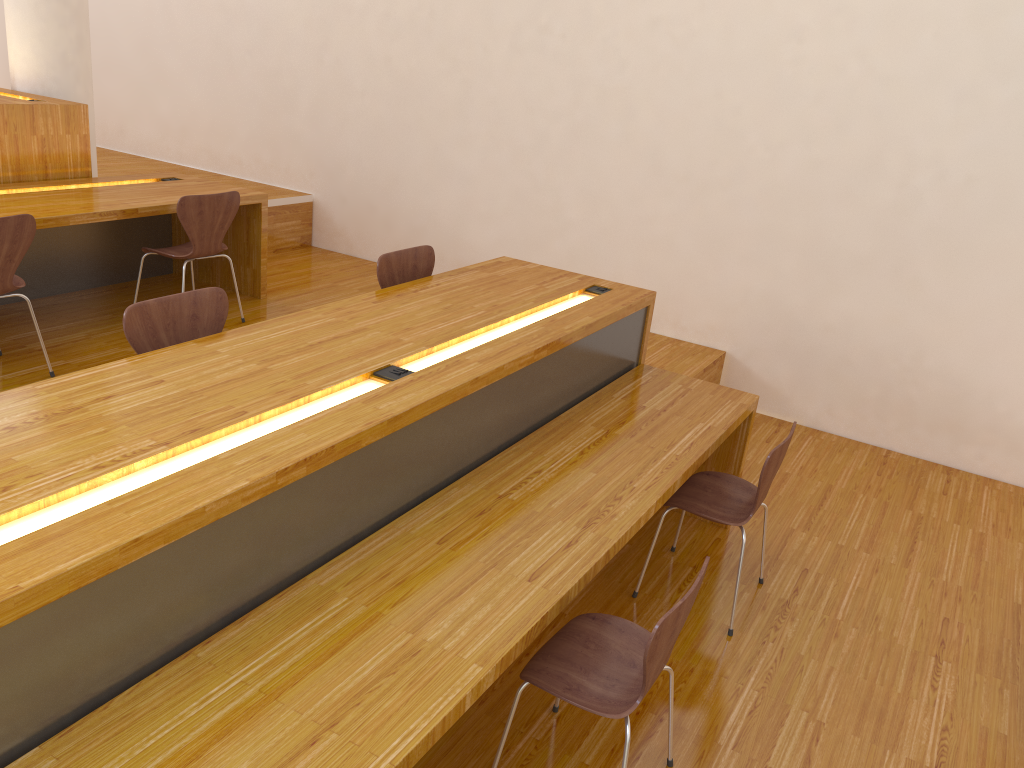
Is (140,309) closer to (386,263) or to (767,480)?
(386,263)

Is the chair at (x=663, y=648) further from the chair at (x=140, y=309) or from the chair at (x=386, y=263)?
the chair at (x=386, y=263)

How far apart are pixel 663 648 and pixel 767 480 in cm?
111

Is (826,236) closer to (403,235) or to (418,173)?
(418,173)

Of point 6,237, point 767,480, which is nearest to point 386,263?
point 6,237

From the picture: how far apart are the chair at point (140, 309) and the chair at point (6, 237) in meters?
1.2

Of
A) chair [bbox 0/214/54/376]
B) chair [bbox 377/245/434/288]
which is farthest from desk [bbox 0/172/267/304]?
chair [bbox 377/245/434/288]

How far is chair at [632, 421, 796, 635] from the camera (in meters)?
2.96

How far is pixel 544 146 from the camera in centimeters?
540cm

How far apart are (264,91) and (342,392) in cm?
470
